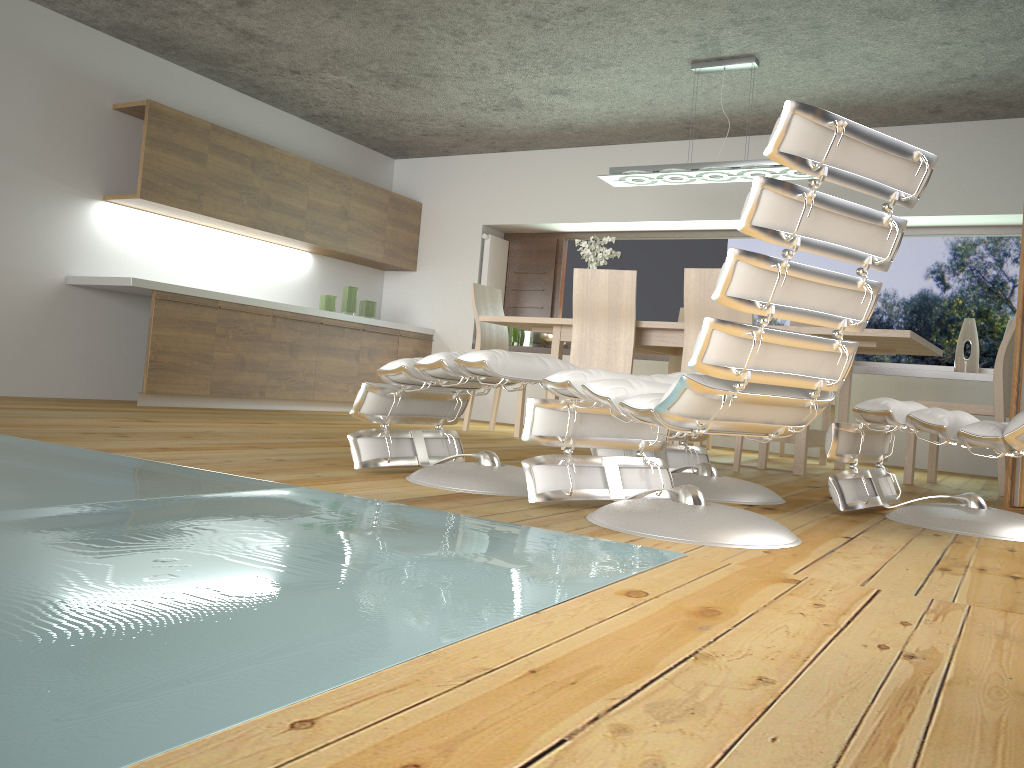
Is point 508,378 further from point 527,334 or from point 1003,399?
point 527,334

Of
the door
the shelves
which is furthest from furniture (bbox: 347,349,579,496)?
the shelves

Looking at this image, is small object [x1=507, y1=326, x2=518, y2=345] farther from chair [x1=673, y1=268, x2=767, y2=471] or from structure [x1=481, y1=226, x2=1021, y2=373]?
chair [x1=673, y1=268, x2=767, y2=471]

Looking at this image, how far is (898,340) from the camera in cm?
440

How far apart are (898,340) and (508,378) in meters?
2.6 m

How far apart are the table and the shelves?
1.21m

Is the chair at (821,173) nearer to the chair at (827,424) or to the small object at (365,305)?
the chair at (827,424)

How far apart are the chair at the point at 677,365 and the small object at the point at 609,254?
1.1 meters

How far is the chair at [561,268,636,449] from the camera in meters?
4.9

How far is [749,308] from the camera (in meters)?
1.96
